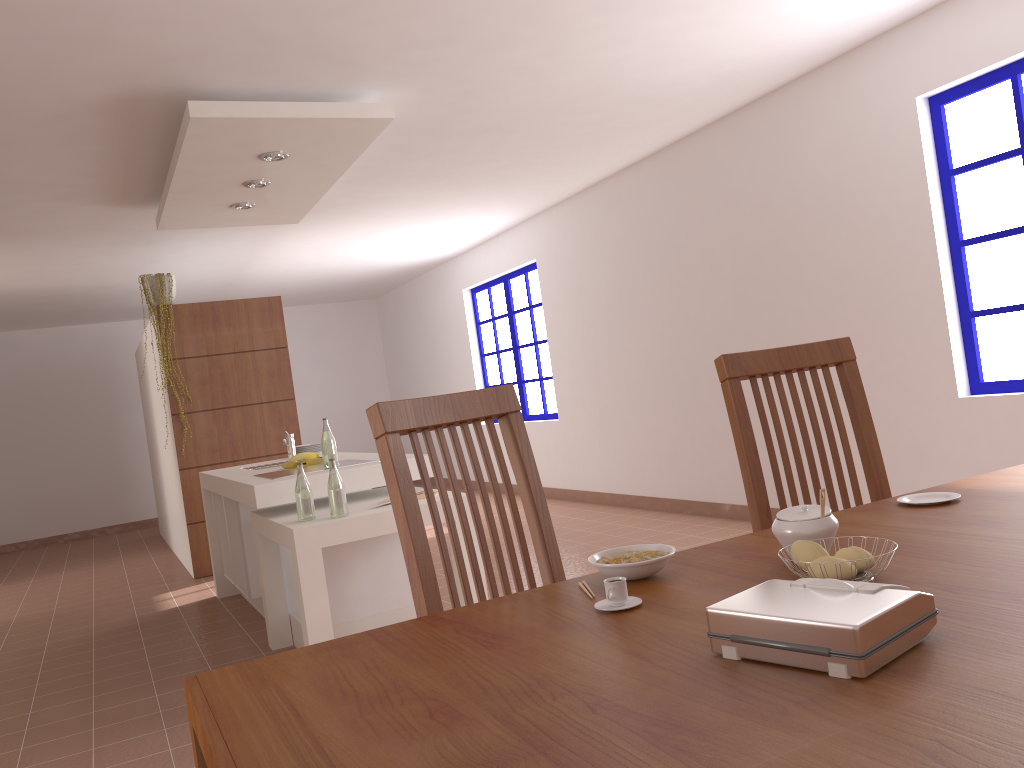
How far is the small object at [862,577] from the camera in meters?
1.1 m

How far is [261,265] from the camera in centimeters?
822cm

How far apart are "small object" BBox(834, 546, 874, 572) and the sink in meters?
4.1 m

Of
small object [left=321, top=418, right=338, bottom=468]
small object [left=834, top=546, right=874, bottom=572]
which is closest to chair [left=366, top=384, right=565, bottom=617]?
small object [left=834, top=546, right=874, bottom=572]

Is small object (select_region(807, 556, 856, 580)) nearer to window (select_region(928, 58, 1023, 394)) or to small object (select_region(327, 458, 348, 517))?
small object (select_region(327, 458, 348, 517))

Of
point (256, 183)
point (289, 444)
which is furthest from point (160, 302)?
point (289, 444)

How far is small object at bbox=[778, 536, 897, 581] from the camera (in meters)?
1.13

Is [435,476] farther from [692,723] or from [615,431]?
[615,431]

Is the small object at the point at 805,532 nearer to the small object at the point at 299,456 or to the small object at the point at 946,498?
the small object at the point at 946,498

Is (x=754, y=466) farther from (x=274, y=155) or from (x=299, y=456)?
(x=274, y=155)
